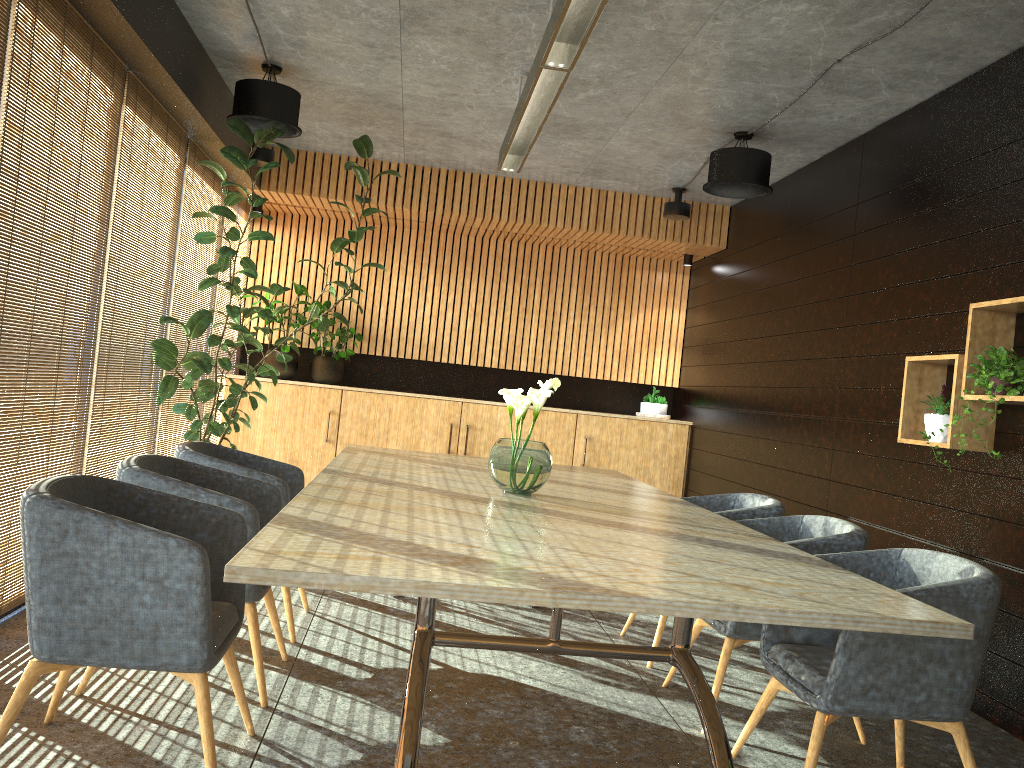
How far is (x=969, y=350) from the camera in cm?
450

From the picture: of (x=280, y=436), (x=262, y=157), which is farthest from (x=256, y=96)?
(x=280, y=436)

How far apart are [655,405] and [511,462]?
6.08m

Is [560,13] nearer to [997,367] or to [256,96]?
[997,367]

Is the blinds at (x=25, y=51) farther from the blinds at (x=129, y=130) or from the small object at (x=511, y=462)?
the small object at (x=511, y=462)

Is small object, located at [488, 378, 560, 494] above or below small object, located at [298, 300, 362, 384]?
below

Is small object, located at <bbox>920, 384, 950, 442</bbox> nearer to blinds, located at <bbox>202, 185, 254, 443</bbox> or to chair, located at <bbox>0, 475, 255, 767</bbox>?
chair, located at <bbox>0, 475, 255, 767</bbox>

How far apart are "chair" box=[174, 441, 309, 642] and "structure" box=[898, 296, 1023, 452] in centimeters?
338cm

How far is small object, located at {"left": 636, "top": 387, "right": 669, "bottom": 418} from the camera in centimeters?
978cm

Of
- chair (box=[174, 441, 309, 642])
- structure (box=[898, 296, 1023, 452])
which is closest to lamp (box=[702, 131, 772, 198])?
structure (box=[898, 296, 1023, 452])
